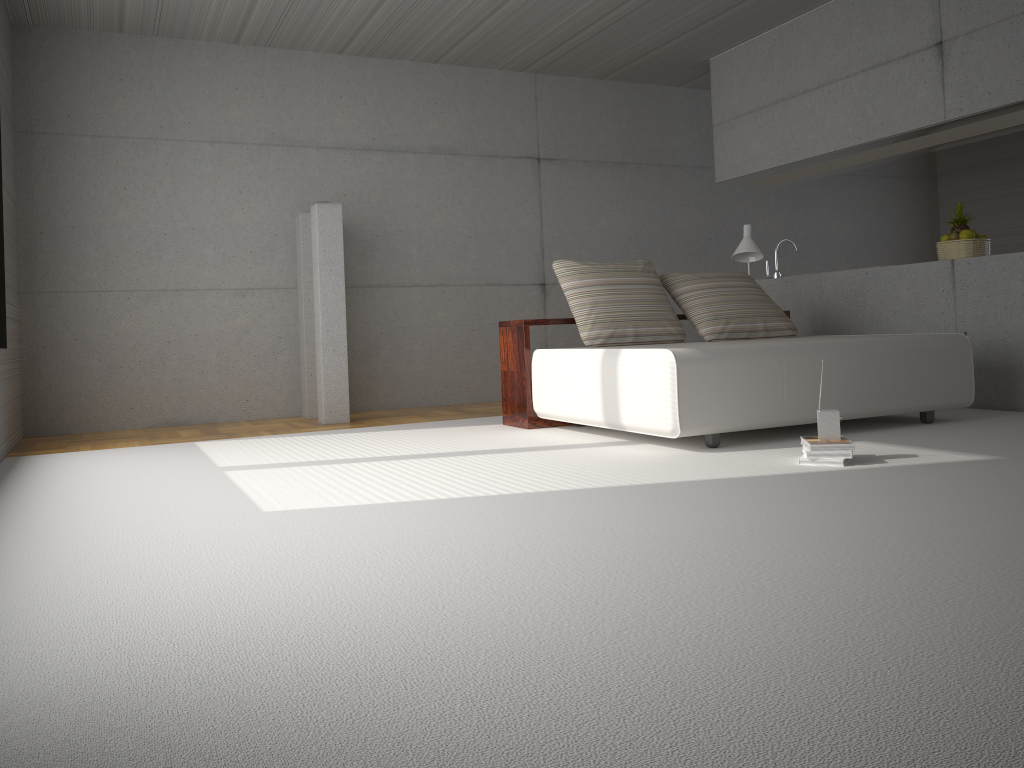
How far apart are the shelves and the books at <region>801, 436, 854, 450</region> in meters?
2.1

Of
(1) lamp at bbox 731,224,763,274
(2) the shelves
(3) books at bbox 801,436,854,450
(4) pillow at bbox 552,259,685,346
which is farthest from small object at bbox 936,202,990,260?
(3) books at bbox 801,436,854,450

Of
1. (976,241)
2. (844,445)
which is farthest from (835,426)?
(976,241)

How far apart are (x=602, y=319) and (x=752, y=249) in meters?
1.7

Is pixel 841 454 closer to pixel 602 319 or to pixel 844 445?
pixel 844 445

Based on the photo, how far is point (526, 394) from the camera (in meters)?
5.79

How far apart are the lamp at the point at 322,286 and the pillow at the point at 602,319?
1.76m

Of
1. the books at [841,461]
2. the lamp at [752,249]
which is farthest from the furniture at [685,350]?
the lamp at [752,249]

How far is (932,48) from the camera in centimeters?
602cm

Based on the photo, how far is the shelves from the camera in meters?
5.8 m
